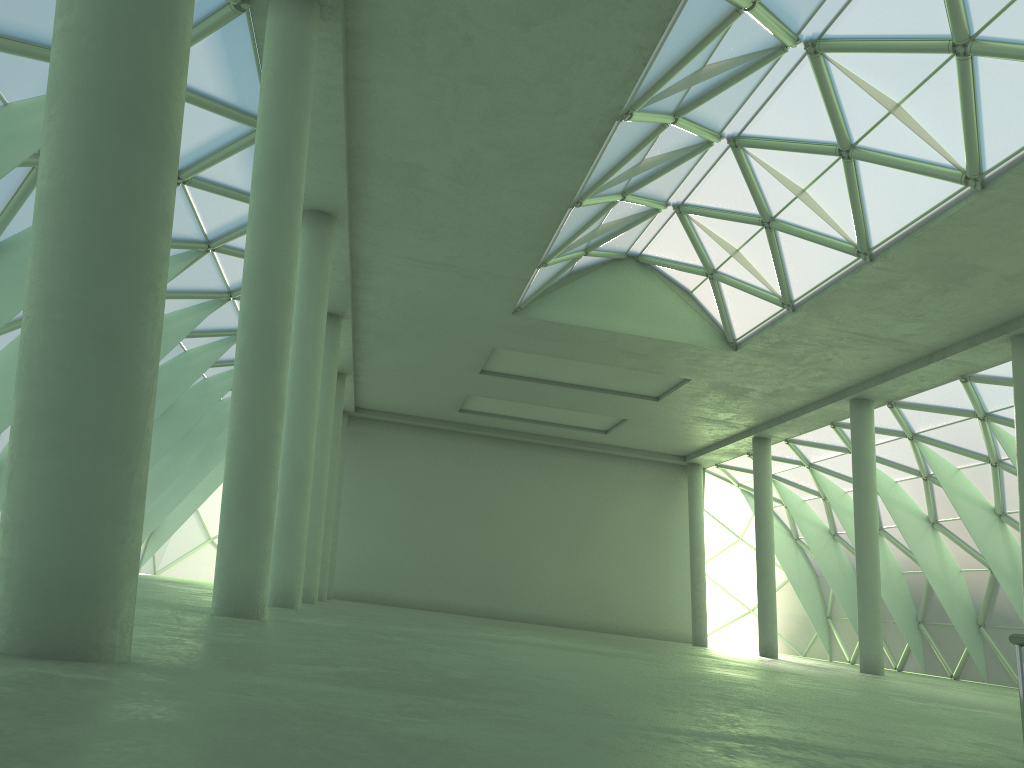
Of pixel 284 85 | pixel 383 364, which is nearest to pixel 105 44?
pixel 284 85

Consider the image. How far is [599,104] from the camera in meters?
21.0
